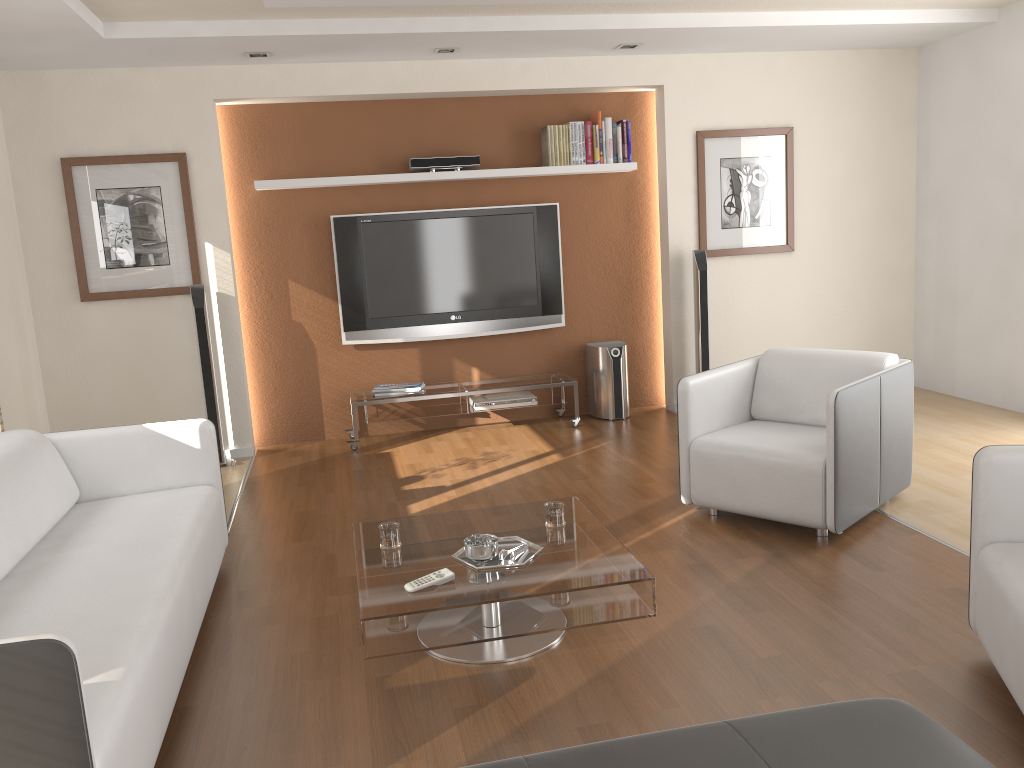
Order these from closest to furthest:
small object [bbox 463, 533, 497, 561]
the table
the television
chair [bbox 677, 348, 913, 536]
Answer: the table → small object [bbox 463, 533, 497, 561] → chair [bbox 677, 348, 913, 536] → the television

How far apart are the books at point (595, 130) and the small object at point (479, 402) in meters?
1.7

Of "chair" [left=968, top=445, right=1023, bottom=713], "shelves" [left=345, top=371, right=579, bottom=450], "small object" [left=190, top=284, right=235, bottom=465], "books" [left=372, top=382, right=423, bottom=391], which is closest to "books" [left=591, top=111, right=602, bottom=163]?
"shelves" [left=345, top=371, right=579, bottom=450]

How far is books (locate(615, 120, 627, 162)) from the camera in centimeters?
620cm

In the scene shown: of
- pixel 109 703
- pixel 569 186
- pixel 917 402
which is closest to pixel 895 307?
pixel 917 402

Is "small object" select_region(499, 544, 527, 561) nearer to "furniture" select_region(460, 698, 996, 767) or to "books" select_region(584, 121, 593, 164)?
"furniture" select_region(460, 698, 996, 767)

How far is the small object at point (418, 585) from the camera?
2.74m

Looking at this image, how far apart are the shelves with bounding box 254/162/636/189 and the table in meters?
3.1 m

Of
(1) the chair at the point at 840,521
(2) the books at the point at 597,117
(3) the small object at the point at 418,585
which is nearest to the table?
(3) the small object at the point at 418,585

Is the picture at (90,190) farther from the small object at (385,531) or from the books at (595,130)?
the small object at (385,531)
